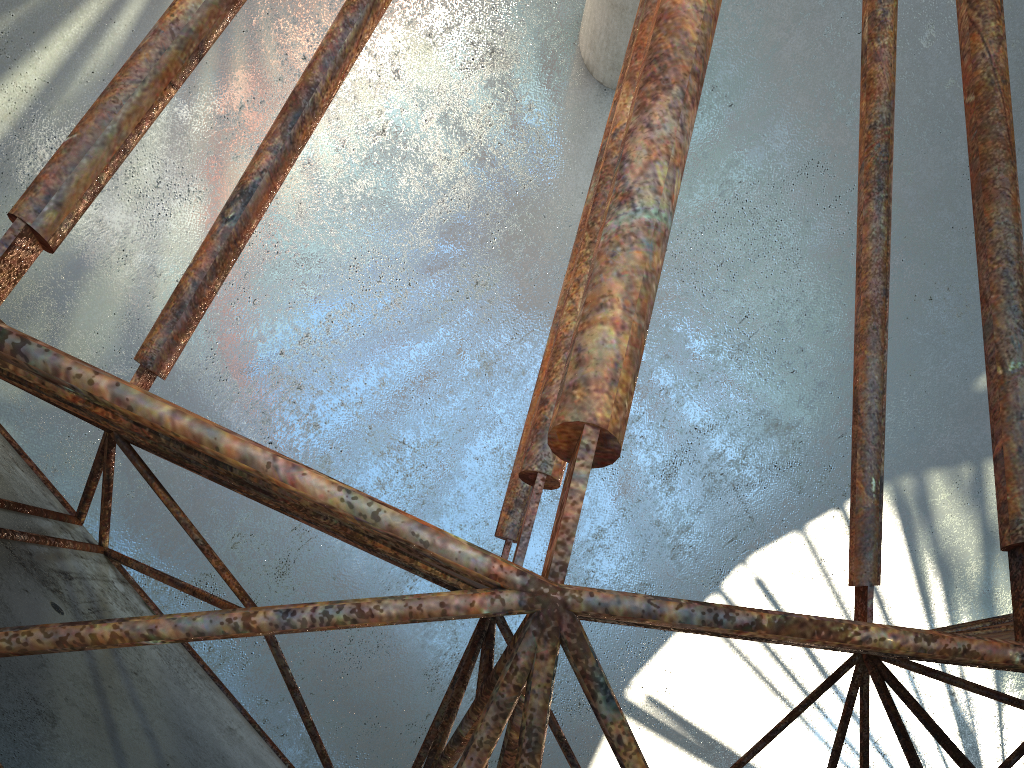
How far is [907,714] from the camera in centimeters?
1887cm
